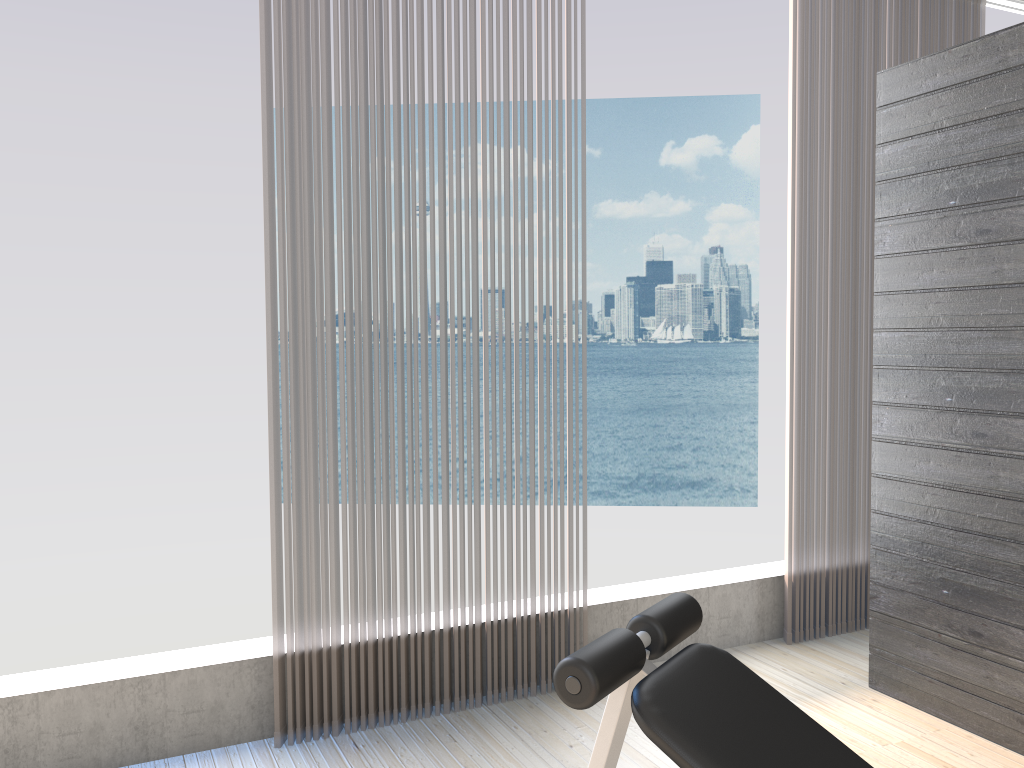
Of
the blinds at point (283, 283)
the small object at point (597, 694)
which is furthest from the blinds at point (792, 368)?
the small object at point (597, 694)

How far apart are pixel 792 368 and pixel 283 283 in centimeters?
201cm

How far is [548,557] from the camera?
3.09m

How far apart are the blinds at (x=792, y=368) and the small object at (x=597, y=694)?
2.00m

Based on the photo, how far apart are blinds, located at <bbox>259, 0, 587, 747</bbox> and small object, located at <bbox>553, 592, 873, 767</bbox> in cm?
132

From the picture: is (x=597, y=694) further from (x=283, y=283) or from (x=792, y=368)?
(x=792, y=368)

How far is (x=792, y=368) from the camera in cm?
352

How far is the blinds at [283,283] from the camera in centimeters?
265cm

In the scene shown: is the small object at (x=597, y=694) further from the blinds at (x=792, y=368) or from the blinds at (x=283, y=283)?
the blinds at (x=792, y=368)

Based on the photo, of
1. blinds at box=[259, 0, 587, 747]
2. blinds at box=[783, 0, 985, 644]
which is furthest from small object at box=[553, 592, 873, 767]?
blinds at box=[783, 0, 985, 644]
